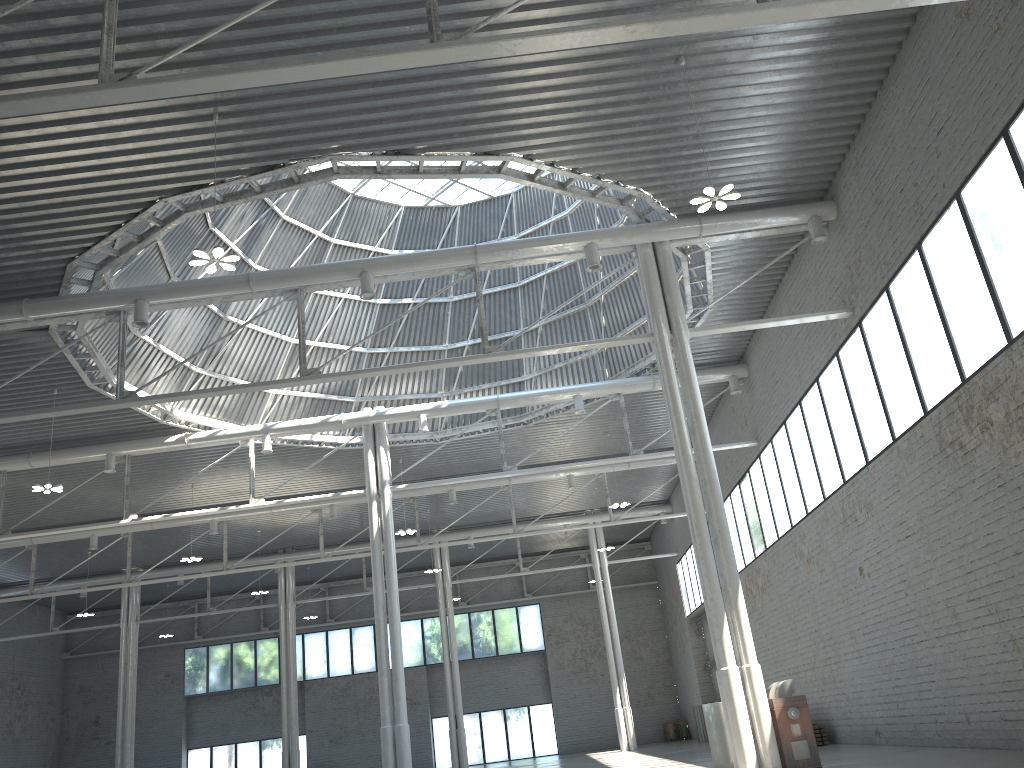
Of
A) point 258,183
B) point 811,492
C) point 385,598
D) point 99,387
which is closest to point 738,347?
point 811,492
